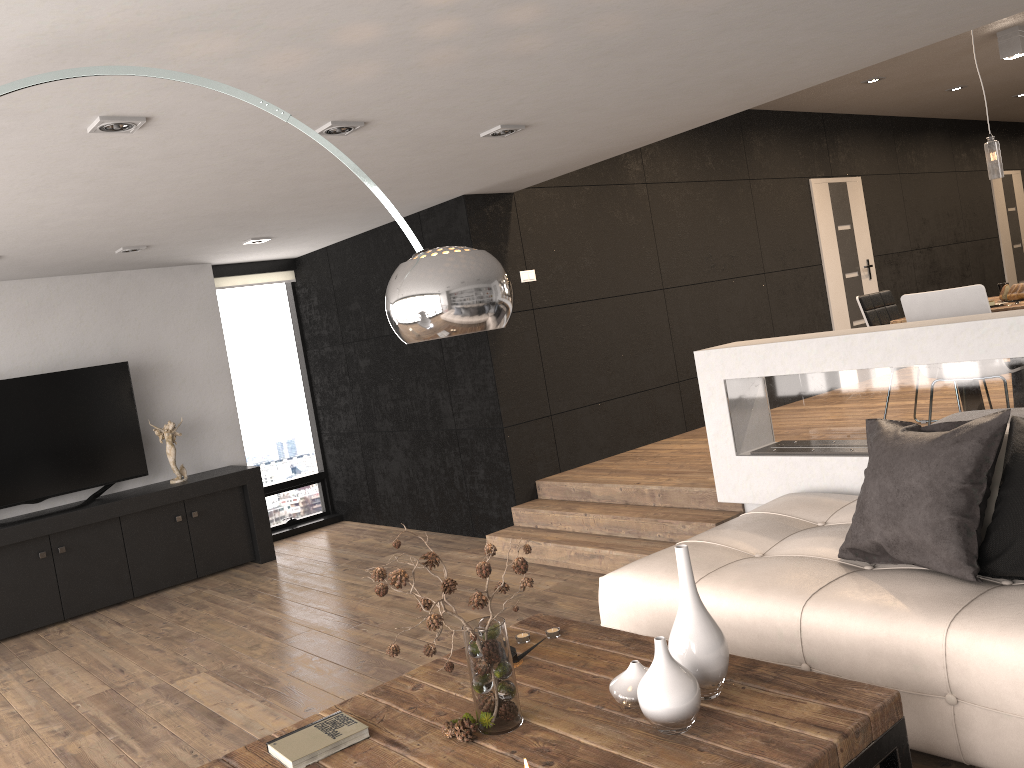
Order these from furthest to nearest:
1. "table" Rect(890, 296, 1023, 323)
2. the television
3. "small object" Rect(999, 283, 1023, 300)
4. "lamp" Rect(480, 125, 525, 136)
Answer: the television → "small object" Rect(999, 283, 1023, 300) → "table" Rect(890, 296, 1023, 323) → "lamp" Rect(480, 125, 525, 136)

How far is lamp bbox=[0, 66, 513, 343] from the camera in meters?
2.0

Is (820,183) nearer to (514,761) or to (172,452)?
(172,452)

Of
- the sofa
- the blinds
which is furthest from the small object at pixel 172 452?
the sofa

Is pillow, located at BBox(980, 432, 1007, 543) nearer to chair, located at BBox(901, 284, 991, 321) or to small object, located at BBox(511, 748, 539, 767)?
chair, located at BBox(901, 284, 991, 321)

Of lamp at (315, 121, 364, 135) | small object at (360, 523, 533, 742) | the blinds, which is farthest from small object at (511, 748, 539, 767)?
the blinds

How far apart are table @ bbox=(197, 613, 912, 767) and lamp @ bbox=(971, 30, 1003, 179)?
4.0 meters

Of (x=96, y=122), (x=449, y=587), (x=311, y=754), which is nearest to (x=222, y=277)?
(x=96, y=122)

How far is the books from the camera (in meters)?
2.34

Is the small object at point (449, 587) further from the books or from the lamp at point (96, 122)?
the lamp at point (96, 122)
